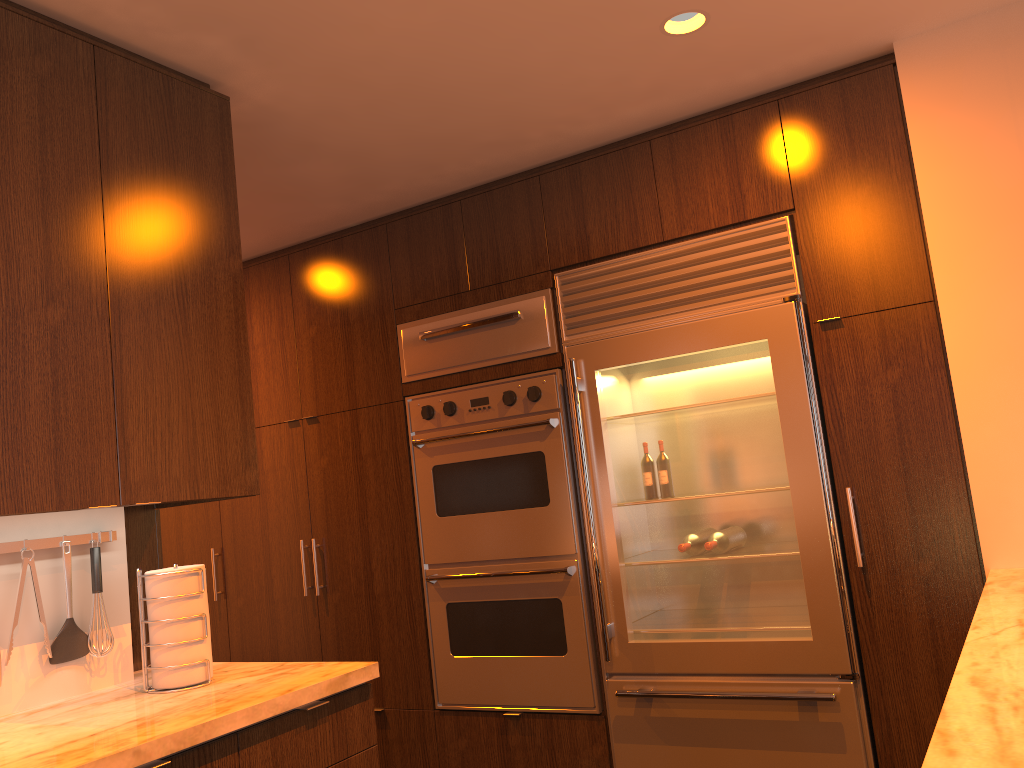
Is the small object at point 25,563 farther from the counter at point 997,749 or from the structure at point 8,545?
the counter at point 997,749

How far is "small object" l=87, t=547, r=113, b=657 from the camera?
2.3m

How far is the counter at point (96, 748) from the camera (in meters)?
1.66

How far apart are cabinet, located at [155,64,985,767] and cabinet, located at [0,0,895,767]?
0.0 meters

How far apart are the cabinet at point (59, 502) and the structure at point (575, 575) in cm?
125

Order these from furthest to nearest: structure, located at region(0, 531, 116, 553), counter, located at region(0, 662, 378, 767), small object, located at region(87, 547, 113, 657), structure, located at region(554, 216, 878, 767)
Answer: structure, located at region(554, 216, 878, 767) < small object, located at region(87, 547, 113, 657) < structure, located at region(0, 531, 116, 553) < counter, located at region(0, 662, 378, 767)

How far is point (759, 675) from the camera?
3.02m

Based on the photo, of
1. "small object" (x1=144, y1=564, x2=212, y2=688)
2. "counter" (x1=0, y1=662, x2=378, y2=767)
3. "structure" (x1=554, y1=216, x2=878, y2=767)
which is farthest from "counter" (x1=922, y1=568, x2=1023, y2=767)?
"small object" (x1=144, y1=564, x2=212, y2=688)

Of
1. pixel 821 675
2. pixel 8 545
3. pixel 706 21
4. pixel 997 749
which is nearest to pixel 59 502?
pixel 8 545

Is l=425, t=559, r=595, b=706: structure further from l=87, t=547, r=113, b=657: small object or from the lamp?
the lamp
